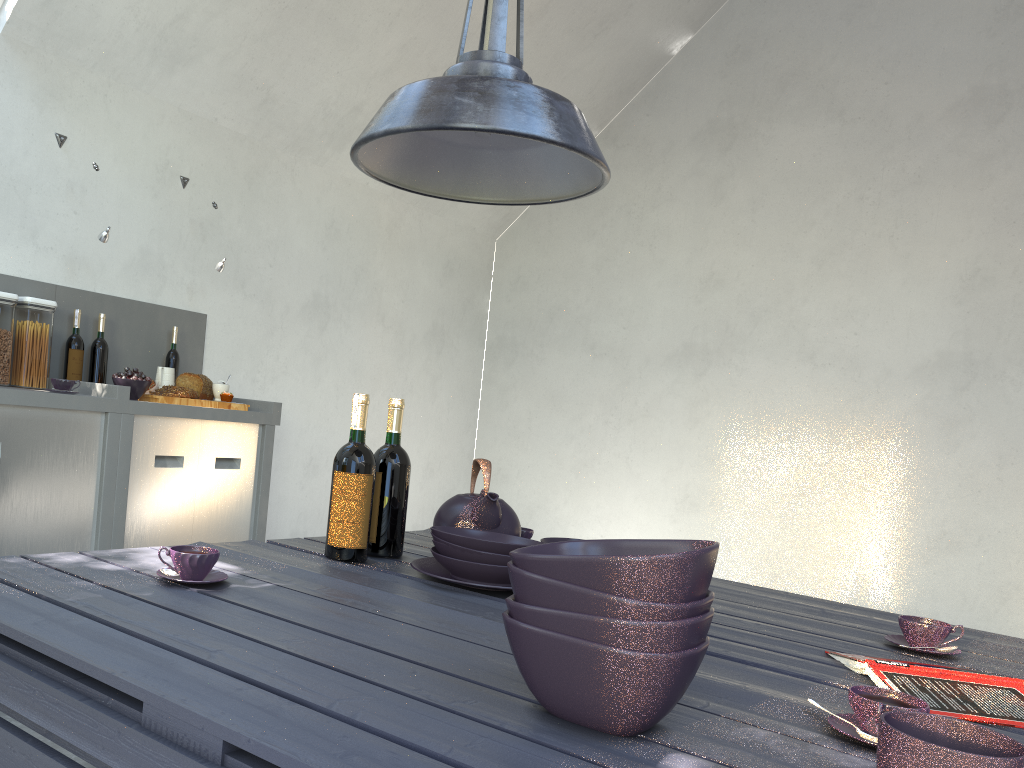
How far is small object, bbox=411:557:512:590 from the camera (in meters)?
1.65

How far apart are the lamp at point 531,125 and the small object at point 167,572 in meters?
0.7

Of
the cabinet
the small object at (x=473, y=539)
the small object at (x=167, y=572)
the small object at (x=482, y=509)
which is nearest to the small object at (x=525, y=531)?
the small object at (x=482, y=509)

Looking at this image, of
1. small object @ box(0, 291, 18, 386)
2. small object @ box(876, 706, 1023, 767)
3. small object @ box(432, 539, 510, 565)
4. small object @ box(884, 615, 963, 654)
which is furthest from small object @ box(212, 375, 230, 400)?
small object @ box(876, 706, 1023, 767)

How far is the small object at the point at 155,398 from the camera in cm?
325

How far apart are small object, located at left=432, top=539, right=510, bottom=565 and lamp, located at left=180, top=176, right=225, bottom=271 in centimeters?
A: 249cm

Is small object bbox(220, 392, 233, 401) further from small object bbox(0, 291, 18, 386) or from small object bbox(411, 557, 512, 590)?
small object bbox(411, 557, 512, 590)

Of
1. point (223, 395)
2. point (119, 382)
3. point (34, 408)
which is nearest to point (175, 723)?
point (34, 408)

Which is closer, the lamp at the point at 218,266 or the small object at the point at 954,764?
the small object at the point at 954,764

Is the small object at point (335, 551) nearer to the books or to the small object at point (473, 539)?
the small object at point (473, 539)
